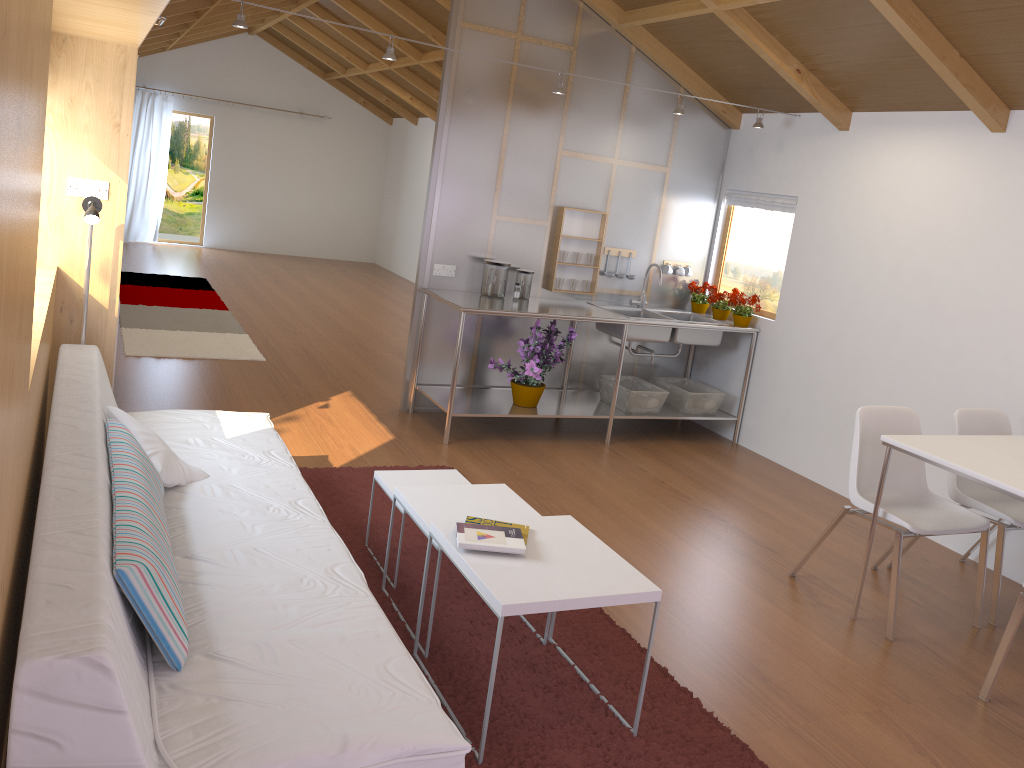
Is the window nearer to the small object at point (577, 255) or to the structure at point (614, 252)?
the structure at point (614, 252)

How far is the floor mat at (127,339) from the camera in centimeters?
629cm

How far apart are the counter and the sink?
0.1 meters

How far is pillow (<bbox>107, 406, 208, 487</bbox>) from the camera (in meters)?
2.80

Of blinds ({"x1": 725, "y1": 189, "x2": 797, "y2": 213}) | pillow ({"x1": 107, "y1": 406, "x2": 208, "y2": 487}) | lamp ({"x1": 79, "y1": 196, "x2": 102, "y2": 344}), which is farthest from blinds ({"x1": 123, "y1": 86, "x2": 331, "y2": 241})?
pillow ({"x1": 107, "y1": 406, "x2": 208, "y2": 487})

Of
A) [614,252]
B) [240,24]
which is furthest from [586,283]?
[240,24]

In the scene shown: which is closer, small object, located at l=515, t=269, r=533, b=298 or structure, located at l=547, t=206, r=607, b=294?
small object, located at l=515, t=269, r=533, b=298

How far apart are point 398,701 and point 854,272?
4.02m

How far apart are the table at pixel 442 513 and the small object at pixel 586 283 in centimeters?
275cm

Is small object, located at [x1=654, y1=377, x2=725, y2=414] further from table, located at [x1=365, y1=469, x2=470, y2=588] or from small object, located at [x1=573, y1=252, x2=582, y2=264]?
table, located at [x1=365, y1=469, x2=470, y2=588]
